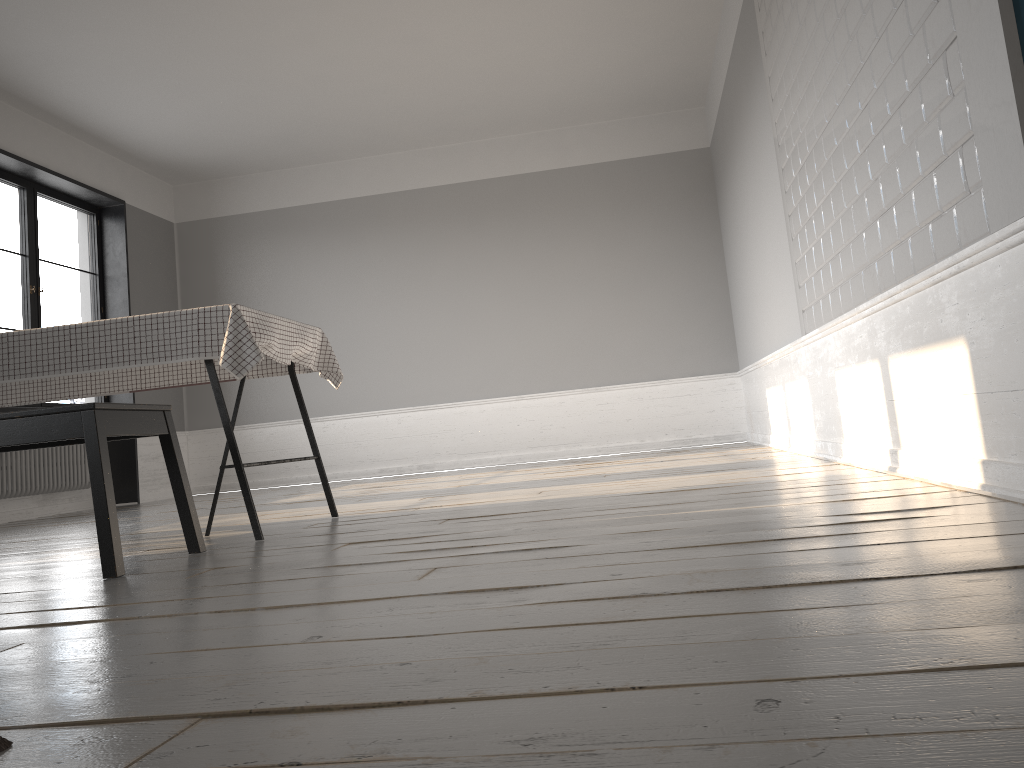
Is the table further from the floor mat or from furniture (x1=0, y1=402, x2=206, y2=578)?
the floor mat

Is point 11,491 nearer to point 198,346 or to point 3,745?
point 198,346

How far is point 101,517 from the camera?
2.31m

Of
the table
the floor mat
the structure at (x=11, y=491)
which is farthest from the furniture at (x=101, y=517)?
the structure at (x=11, y=491)

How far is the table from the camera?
2.9 meters

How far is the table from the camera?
2.93m

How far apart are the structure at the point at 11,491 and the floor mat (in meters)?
6.16

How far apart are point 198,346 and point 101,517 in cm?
78

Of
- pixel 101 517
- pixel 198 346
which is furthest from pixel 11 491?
pixel 101 517

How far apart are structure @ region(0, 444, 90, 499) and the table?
2.7m
